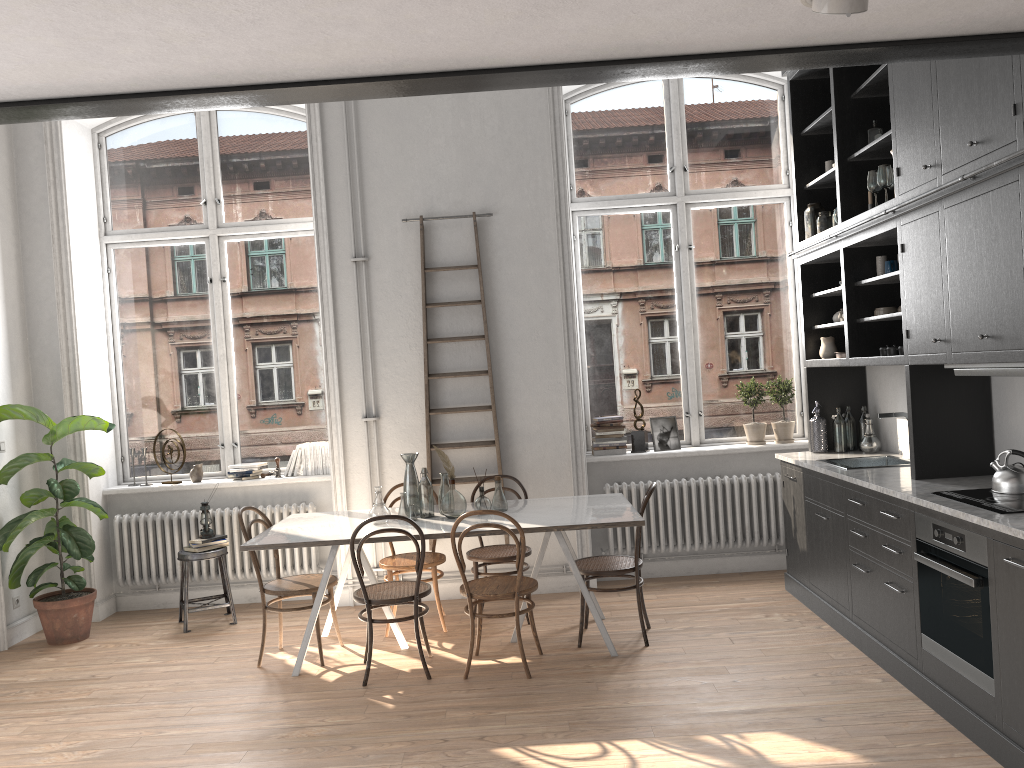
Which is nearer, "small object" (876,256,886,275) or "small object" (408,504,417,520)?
"small object" (876,256,886,275)

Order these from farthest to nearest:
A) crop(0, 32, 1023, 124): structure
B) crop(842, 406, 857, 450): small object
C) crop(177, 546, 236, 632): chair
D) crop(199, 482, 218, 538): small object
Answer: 1. crop(199, 482, 218, 538): small object
2. crop(177, 546, 236, 632): chair
3. crop(842, 406, 857, 450): small object
4. crop(0, 32, 1023, 124): structure

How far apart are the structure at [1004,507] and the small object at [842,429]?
1.94m

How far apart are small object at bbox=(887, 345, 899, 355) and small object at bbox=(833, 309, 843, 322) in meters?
1.1 m

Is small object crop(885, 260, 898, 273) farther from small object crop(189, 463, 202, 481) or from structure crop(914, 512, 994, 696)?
small object crop(189, 463, 202, 481)

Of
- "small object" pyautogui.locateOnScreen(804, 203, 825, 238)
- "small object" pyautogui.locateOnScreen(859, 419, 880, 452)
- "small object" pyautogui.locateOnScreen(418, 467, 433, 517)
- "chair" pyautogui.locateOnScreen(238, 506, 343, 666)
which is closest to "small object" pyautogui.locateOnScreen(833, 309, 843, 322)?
"small object" pyautogui.locateOnScreen(804, 203, 825, 238)

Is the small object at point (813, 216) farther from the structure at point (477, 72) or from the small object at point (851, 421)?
the structure at point (477, 72)

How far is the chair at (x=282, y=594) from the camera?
5.1m

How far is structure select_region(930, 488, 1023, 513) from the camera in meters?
3.5

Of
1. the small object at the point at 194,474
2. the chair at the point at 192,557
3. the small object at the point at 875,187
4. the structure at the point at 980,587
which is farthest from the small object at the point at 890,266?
the small object at the point at 194,474
